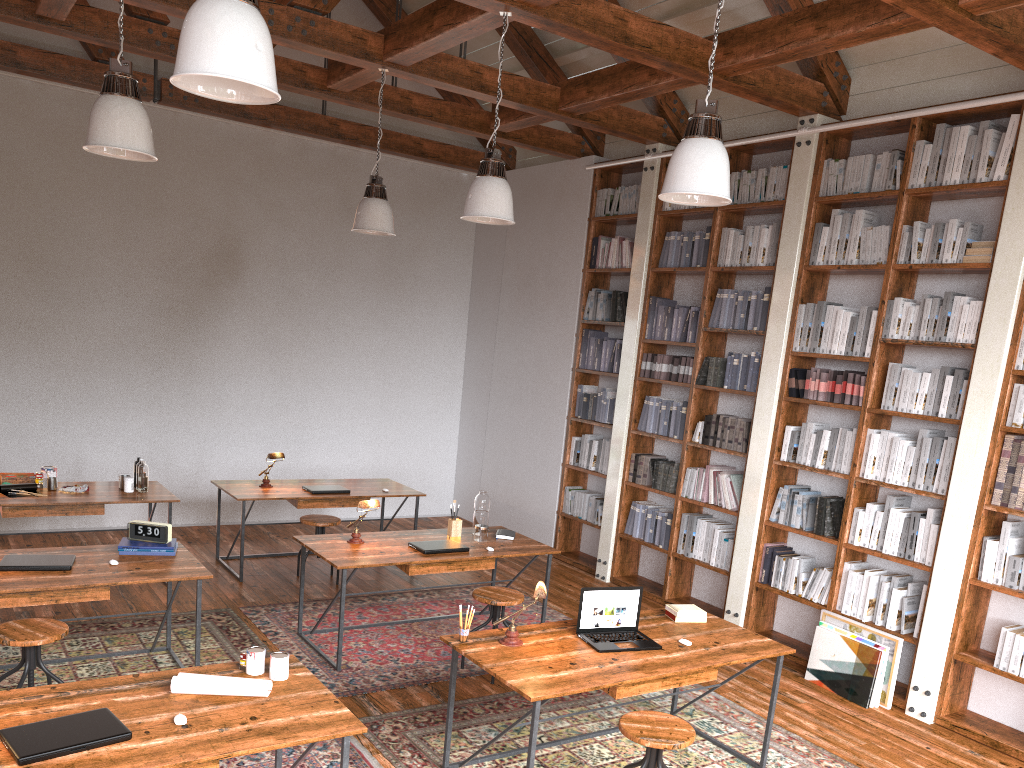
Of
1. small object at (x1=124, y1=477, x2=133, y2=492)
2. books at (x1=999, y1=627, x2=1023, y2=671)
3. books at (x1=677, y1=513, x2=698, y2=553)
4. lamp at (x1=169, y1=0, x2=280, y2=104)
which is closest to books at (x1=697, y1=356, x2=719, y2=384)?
books at (x1=677, y1=513, x2=698, y2=553)

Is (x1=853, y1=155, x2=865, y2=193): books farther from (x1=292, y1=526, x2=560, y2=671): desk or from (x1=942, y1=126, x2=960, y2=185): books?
(x1=292, y1=526, x2=560, y2=671): desk

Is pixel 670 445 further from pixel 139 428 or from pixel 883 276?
pixel 139 428

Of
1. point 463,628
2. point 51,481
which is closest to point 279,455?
point 51,481

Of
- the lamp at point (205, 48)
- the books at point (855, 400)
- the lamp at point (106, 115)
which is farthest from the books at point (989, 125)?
the lamp at point (106, 115)

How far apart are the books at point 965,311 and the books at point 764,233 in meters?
1.6 m

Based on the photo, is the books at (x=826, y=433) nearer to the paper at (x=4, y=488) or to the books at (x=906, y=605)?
the books at (x=906, y=605)

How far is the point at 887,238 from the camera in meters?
5.5 m

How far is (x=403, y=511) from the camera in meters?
9.4

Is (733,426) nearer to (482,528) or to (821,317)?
(821,317)
